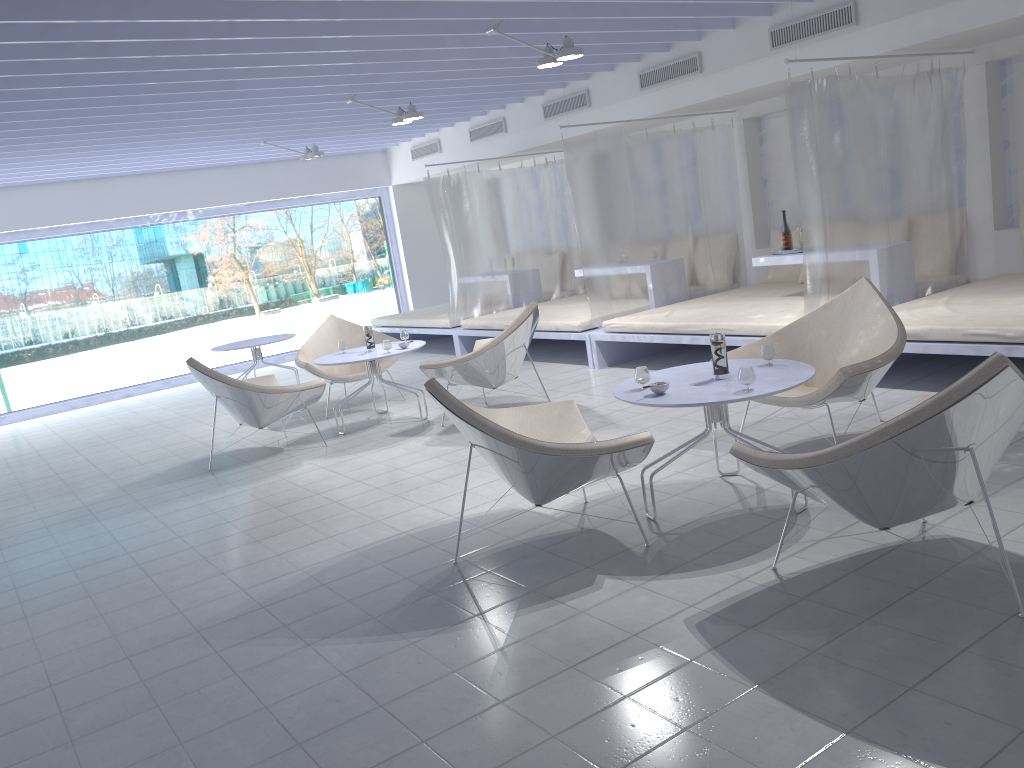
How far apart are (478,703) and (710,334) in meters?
1.9 m

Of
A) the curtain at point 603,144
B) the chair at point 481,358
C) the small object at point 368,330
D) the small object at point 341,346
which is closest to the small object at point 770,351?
the chair at point 481,358

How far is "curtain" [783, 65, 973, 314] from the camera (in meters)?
5.41

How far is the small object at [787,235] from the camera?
6.7m

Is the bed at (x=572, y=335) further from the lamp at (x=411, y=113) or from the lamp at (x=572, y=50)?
the lamp at (x=572, y=50)

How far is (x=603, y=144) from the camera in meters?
7.3

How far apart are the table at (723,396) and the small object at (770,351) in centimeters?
5cm

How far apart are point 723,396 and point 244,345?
6.1 meters

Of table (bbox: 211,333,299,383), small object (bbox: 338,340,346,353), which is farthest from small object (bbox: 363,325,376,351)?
table (bbox: 211,333,299,383)

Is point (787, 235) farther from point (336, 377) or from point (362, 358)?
point (336, 377)
